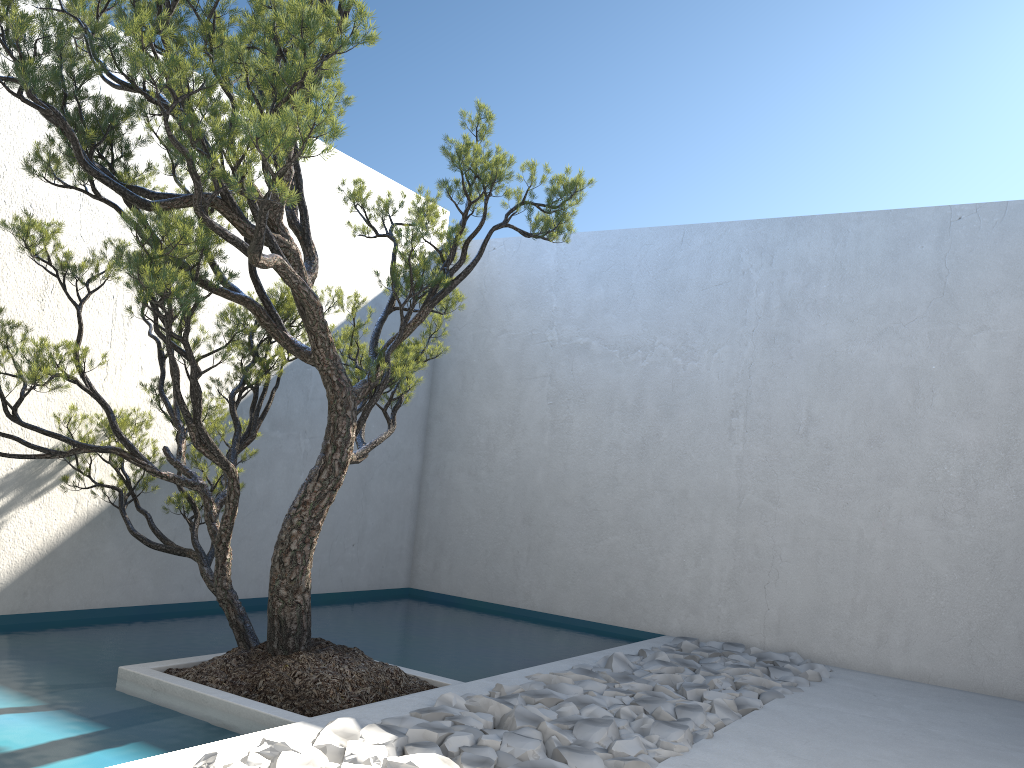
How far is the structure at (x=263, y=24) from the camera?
2.7m

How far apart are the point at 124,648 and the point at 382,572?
2.7m

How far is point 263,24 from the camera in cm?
267

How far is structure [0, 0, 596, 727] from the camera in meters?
2.7
